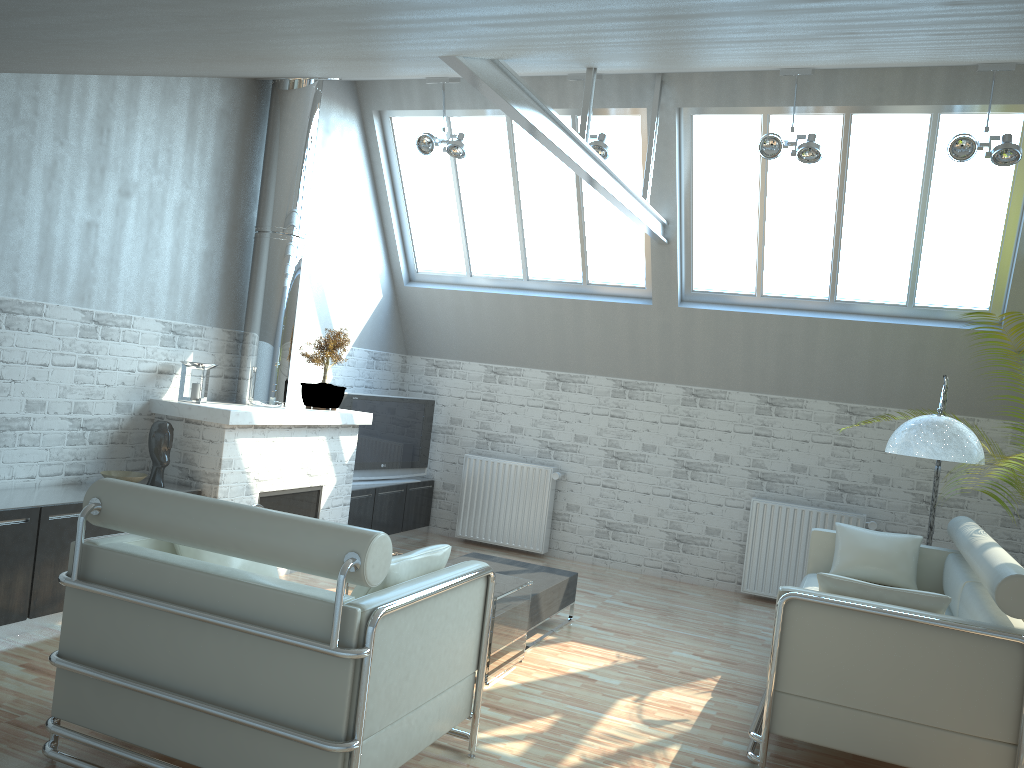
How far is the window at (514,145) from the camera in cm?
1432

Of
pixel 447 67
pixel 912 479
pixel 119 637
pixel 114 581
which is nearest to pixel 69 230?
pixel 447 67

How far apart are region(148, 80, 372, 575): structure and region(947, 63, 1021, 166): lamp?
8.29m

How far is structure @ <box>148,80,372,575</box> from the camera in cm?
1096

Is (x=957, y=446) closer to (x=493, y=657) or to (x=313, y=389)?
(x=493, y=657)

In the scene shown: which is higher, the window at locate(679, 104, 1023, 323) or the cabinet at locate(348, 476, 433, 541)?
the window at locate(679, 104, 1023, 323)

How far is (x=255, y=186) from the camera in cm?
1254

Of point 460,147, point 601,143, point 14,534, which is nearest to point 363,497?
point 460,147

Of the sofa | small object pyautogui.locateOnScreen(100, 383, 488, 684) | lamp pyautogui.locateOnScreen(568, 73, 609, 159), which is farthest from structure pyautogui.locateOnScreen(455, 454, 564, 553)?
small object pyautogui.locateOnScreen(100, 383, 488, 684)

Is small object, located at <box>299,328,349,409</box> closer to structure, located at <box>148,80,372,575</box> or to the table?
structure, located at <box>148,80,372,575</box>
